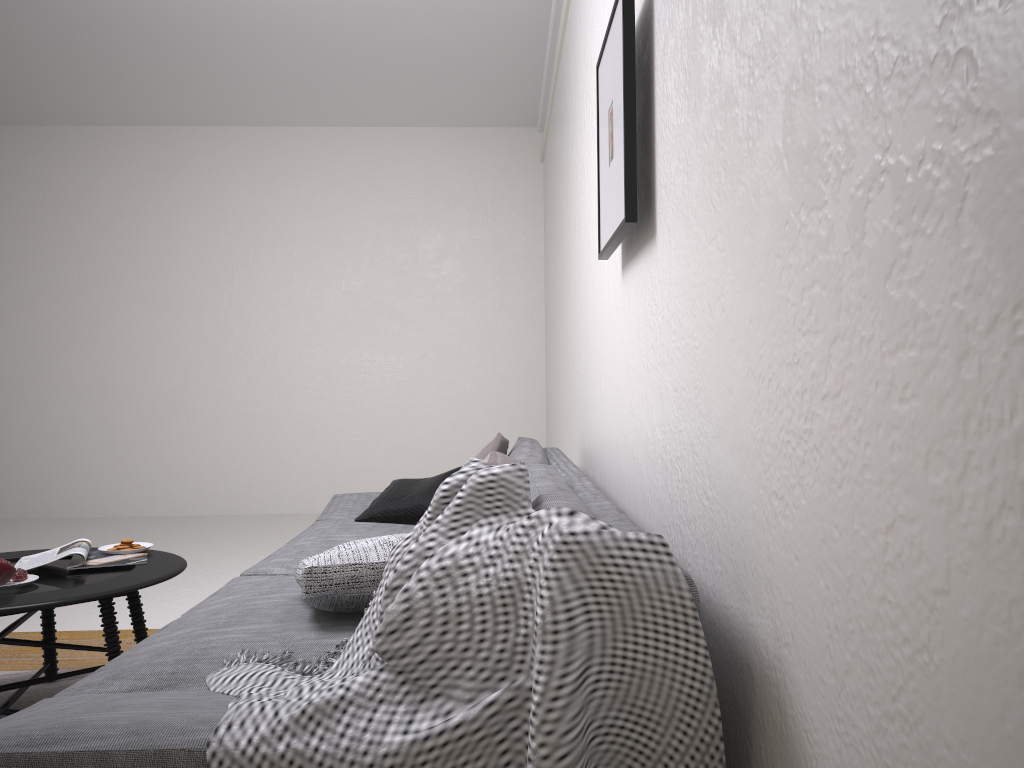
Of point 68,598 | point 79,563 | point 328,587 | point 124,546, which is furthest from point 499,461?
point 124,546

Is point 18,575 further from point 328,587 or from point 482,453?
point 482,453

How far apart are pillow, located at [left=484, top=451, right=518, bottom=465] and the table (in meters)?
1.26

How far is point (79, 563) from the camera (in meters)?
2.72

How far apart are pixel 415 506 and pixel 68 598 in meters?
1.4

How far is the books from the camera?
2.7m

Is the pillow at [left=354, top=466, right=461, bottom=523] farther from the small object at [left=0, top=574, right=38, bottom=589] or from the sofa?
the small object at [left=0, top=574, right=38, bottom=589]

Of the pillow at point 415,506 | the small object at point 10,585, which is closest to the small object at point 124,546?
the small object at point 10,585

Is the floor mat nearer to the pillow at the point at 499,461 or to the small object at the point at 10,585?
the small object at the point at 10,585

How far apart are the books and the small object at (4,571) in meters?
0.2 m
